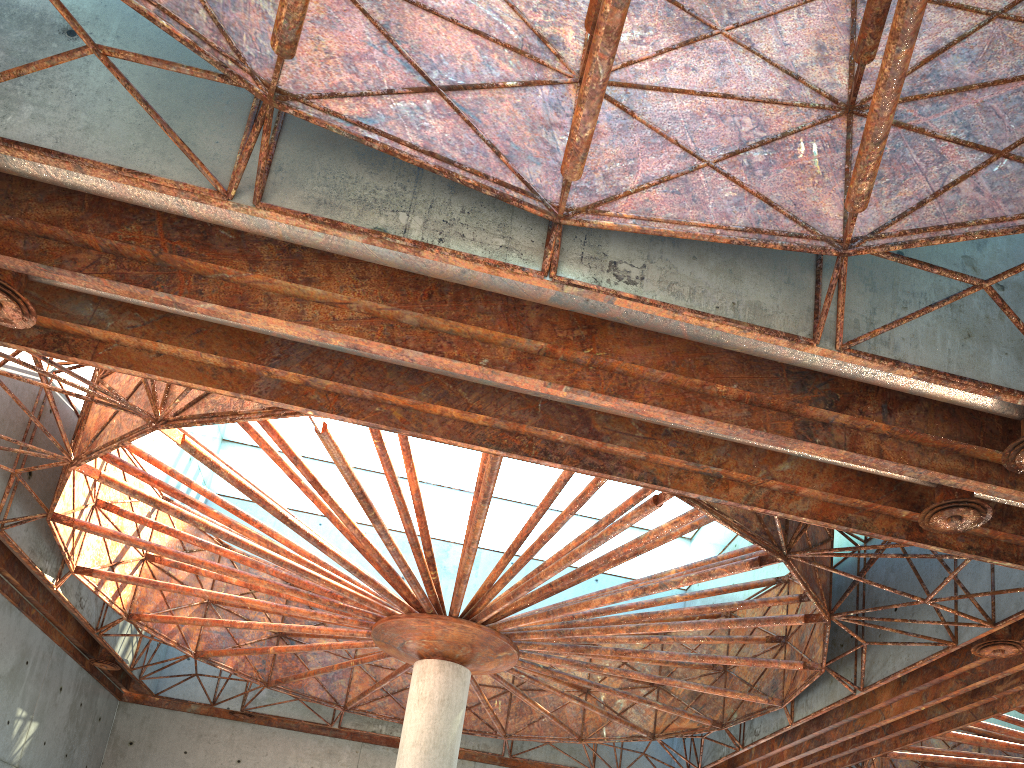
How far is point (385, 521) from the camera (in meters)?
43.56
